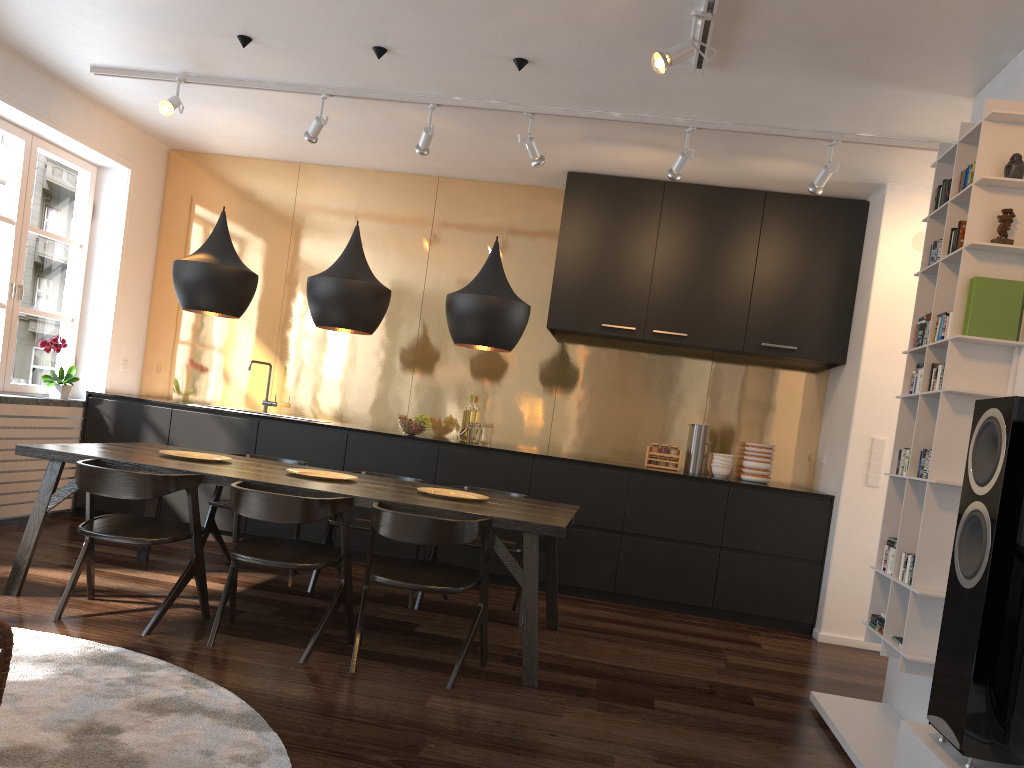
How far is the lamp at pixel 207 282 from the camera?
4.29m

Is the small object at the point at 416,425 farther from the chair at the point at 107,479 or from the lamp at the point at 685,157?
the lamp at the point at 685,157

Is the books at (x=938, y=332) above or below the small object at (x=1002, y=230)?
below

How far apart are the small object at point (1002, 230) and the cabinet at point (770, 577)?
2.7 meters

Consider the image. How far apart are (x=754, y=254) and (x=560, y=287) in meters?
1.3 m

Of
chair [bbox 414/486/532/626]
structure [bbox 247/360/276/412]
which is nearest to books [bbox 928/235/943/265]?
chair [bbox 414/486/532/626]

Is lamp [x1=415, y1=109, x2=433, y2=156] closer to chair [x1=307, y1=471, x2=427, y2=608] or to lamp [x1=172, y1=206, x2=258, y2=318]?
lamp [x1=172, y1=206, x2=258, y2=318]

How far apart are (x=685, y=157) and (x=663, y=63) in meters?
1.4

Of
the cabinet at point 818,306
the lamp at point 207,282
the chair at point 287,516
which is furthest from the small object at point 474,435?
the chair at point 287,516

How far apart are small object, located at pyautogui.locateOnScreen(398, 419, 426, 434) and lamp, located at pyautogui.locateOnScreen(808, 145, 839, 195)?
2.9m
